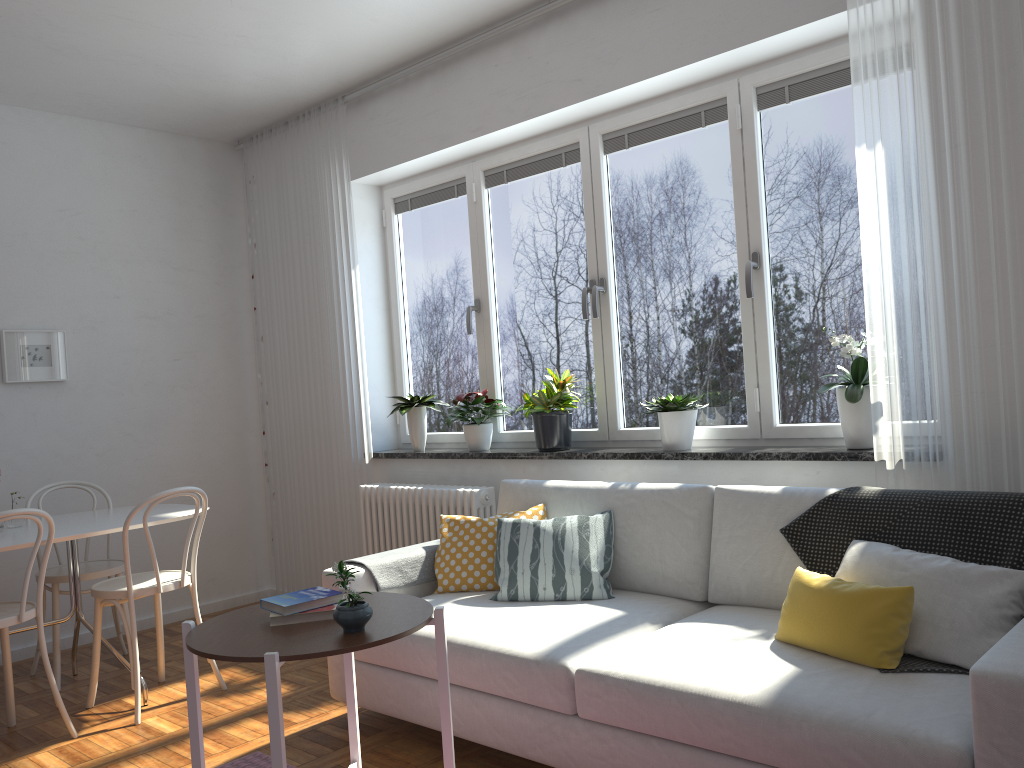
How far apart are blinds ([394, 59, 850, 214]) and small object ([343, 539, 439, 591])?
1.9 meters

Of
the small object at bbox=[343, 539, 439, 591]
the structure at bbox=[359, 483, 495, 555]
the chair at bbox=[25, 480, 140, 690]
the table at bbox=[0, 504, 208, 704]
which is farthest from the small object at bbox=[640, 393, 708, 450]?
the chair at bbox=[25, 480, 140, 690]

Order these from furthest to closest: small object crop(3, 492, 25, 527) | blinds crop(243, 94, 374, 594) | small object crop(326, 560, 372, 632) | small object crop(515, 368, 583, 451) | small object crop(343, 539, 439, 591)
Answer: blinds crop(243, 94, 374, 594) → small object crop(515, 368, 583, 451) → small object crop(3, 492, 25, 527) → small object crop(343, 539, 439, 591) → small object crop(326, 560, 372, 632)

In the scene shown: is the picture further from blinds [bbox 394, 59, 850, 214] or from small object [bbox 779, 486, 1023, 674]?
small object [bbox 779, 486, 1023, 674]

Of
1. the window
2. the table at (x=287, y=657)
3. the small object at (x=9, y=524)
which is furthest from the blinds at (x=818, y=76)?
the small object at (x=9, y=524)

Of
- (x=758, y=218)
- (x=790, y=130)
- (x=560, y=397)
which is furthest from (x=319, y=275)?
(x=790, y=130)

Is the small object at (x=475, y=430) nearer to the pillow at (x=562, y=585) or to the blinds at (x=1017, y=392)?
the pillow at (x=562, y=585)

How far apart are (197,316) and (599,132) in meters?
2.8

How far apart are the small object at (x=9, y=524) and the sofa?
1.6m

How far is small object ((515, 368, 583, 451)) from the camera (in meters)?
4.01
